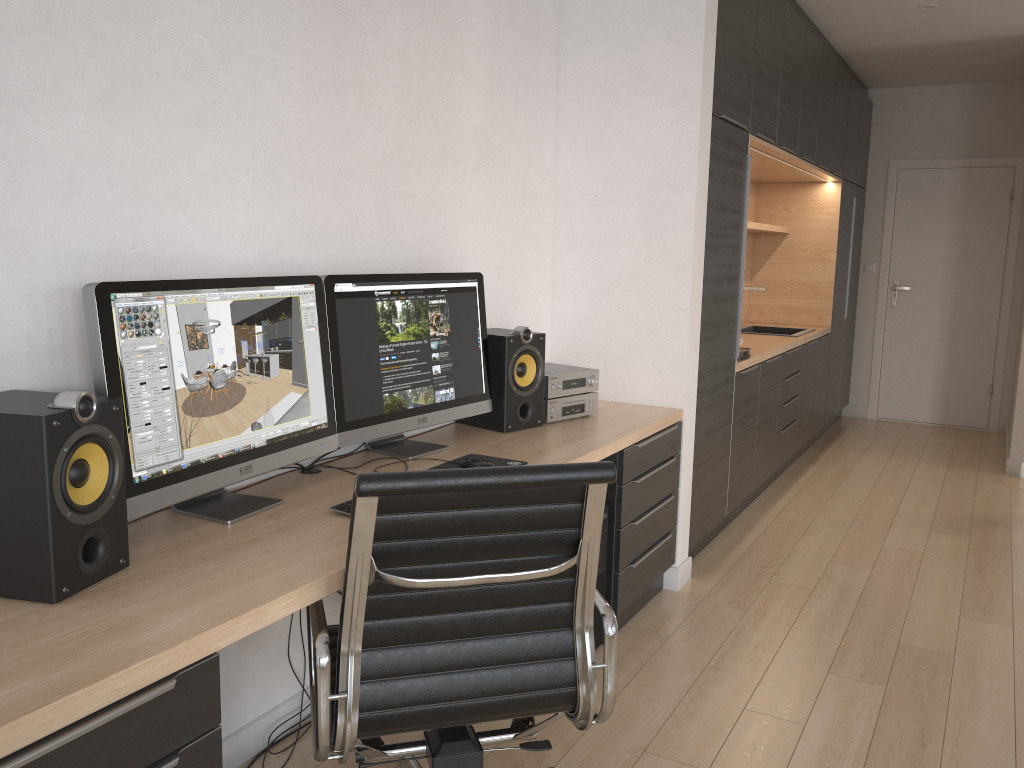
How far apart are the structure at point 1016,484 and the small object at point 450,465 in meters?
4.2 m

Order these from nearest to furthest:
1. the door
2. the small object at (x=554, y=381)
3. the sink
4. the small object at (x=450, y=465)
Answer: the small object at (x=450, y=465), the small object at (x=554, y=381), the sink, the door

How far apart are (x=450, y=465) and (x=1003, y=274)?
6.04m

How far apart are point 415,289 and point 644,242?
1.2 meters

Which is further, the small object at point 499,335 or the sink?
the sink

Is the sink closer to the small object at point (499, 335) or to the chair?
the small object at point (499, 335)

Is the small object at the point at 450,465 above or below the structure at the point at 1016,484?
above

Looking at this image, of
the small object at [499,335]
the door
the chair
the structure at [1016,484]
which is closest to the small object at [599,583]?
the small object at [499,335]

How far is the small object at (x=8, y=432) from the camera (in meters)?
1.47

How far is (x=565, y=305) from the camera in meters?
3.7 m
